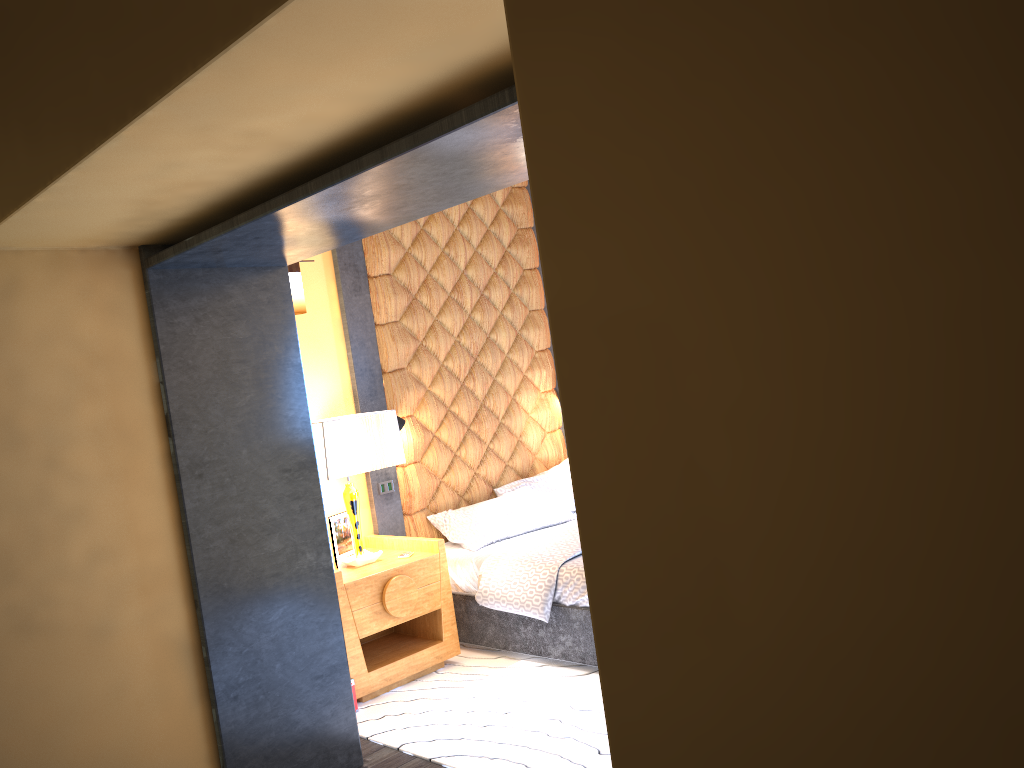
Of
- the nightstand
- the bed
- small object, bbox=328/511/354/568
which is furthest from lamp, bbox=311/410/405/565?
the bed

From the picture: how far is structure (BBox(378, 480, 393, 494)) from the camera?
5.3 meters

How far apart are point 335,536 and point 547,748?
1.89m

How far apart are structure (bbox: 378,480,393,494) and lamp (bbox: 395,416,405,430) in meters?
0.4 m

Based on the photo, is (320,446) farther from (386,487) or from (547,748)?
(547,748)

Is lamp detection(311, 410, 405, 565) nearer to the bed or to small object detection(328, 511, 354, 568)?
small object detection(328, 511, 354, 568)

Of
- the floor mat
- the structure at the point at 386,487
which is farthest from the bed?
the structure at the point at 386,487

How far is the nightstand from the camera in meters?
4.4

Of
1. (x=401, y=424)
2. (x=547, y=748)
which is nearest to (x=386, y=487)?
(x=401, y=424)

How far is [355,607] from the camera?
4.4m
